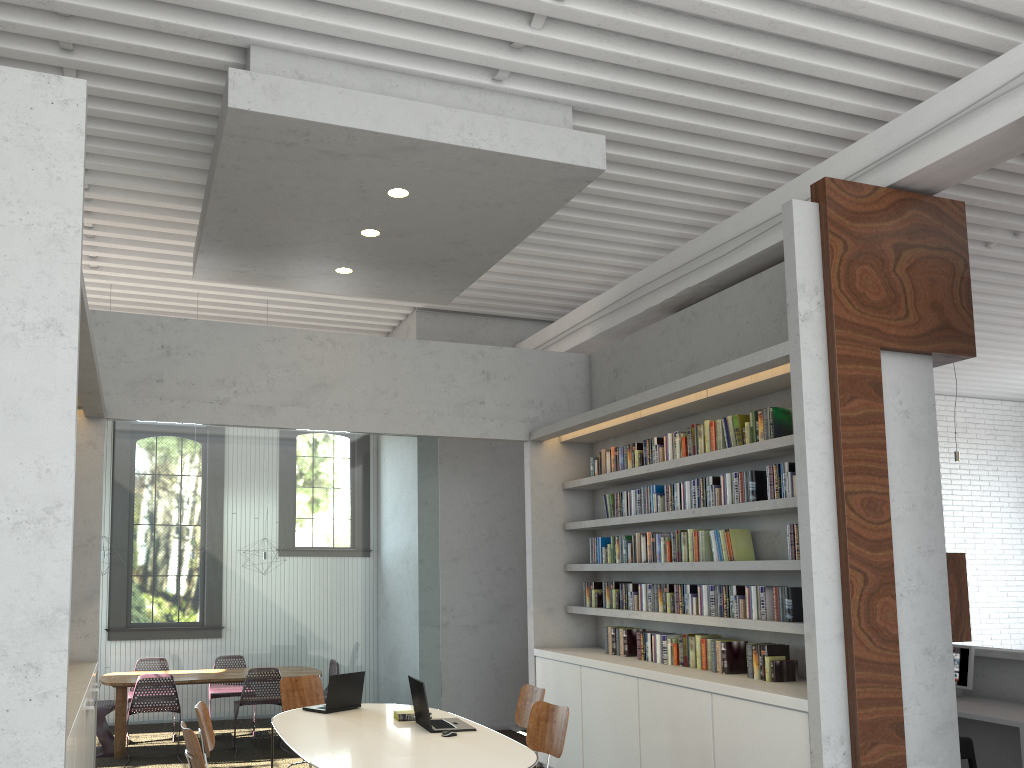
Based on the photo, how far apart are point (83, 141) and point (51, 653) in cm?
202

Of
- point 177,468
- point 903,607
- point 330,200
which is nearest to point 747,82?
point 330,200
